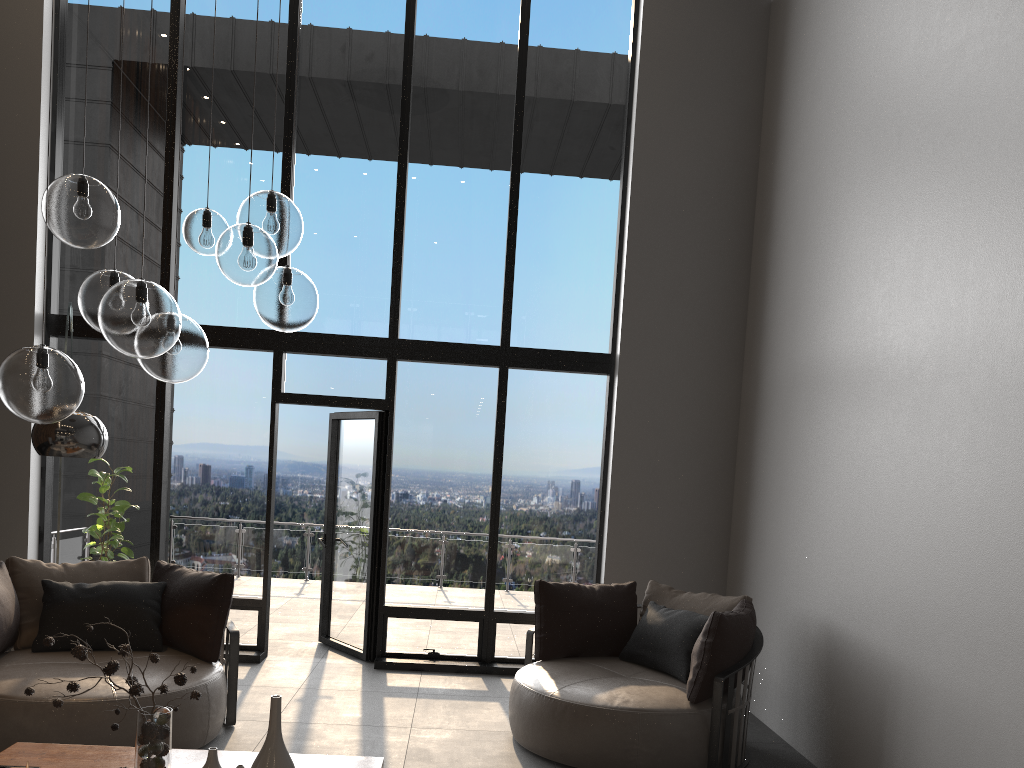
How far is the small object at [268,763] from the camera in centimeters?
276cm

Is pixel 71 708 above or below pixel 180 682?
below

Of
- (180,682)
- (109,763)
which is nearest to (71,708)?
(109,763)

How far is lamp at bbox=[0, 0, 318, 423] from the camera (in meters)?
2.63

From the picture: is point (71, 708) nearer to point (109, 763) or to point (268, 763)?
point (109, 763)

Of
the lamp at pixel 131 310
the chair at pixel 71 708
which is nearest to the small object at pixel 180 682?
the lamp at pixel 131 310

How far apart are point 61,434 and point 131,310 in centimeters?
161cm

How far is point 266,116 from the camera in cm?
696

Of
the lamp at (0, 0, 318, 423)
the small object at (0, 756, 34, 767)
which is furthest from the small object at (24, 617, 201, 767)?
the lamp at (0, 0, 318, 423)

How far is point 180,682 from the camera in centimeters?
292cm
